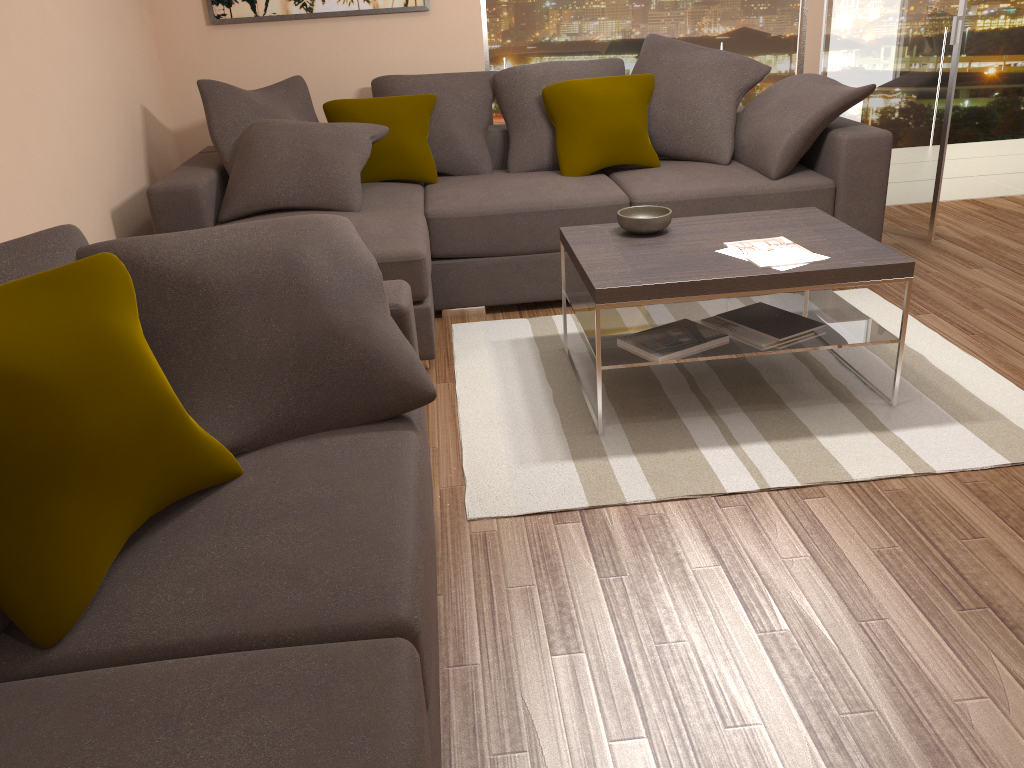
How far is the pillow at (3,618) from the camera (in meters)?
1.50

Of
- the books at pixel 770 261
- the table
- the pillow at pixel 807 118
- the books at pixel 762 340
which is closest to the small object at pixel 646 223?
the table

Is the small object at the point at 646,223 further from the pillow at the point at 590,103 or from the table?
the pillow at the point at 590,103

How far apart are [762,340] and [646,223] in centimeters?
67cm

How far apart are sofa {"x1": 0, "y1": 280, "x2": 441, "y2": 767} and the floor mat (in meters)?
0.57

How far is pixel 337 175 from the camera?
4.1m

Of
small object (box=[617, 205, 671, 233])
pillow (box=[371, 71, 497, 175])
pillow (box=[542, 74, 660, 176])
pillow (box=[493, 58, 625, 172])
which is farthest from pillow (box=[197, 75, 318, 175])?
small object (box=[617, 205, 671, 233])

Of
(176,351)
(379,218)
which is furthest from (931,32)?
(176,351)

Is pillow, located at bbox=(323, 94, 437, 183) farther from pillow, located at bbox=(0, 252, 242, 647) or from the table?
pillow, located at bbox=(0, 252, 242, 647)

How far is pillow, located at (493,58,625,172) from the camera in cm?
484
